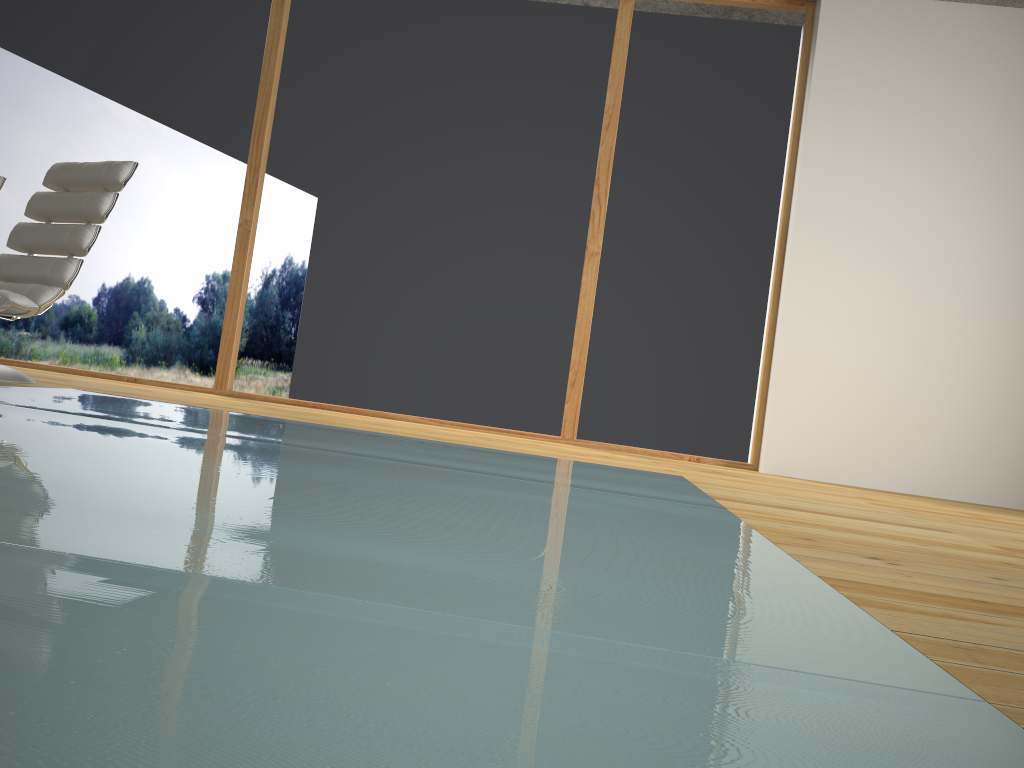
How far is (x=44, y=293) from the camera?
3.4 meters

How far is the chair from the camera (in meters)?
3.44

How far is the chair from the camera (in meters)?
3.44
